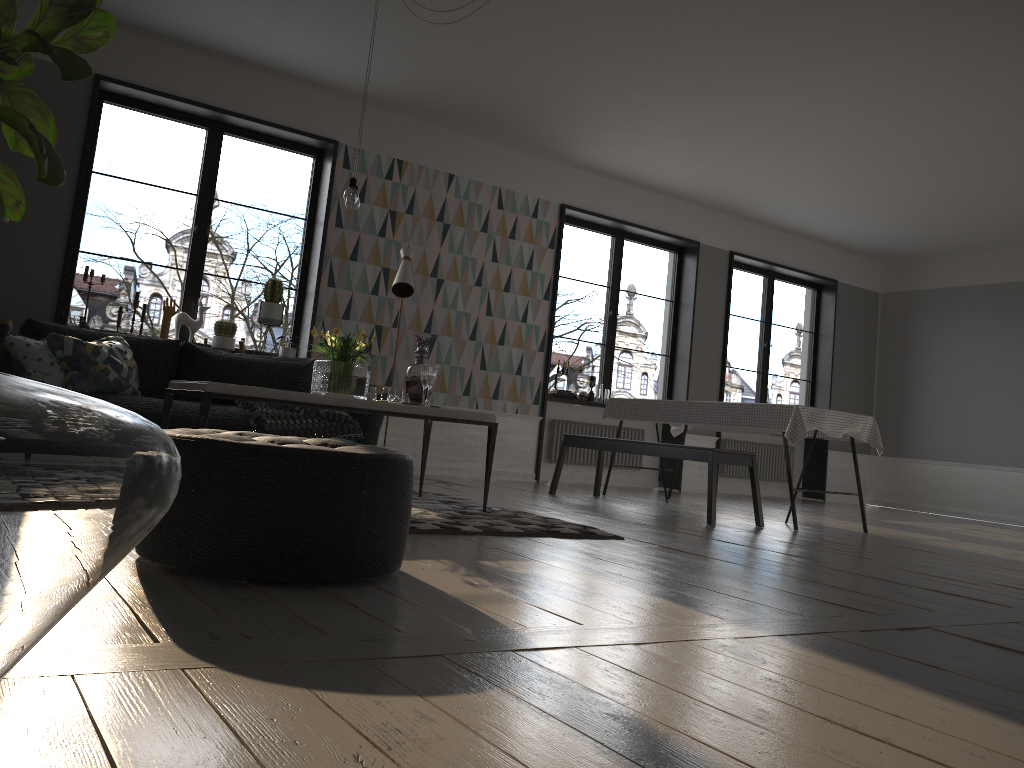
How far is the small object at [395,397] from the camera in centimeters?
456cm

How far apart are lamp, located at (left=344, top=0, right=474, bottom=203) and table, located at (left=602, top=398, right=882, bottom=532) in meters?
3.1 m

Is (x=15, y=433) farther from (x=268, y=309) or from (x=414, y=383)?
(x=268, y=309)

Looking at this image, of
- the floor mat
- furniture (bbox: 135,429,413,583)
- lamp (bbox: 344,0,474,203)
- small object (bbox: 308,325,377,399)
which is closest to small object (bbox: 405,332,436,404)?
small object (bbox: 308,325,377,399)

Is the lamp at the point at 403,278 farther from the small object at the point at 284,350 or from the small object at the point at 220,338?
the small object at the point at 220,338

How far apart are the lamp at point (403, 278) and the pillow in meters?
1.9

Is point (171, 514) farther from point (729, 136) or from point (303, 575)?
point (729, 136)

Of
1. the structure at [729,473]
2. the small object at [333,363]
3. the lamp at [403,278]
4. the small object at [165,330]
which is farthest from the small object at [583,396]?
the small object at [333,363]

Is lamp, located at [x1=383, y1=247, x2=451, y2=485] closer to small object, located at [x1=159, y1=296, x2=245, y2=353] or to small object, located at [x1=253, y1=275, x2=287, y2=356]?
small object, located at [x1=253, y1=275, x2=287, y2=356]

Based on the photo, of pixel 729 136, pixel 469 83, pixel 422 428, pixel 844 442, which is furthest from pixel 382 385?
pixel 844 442
